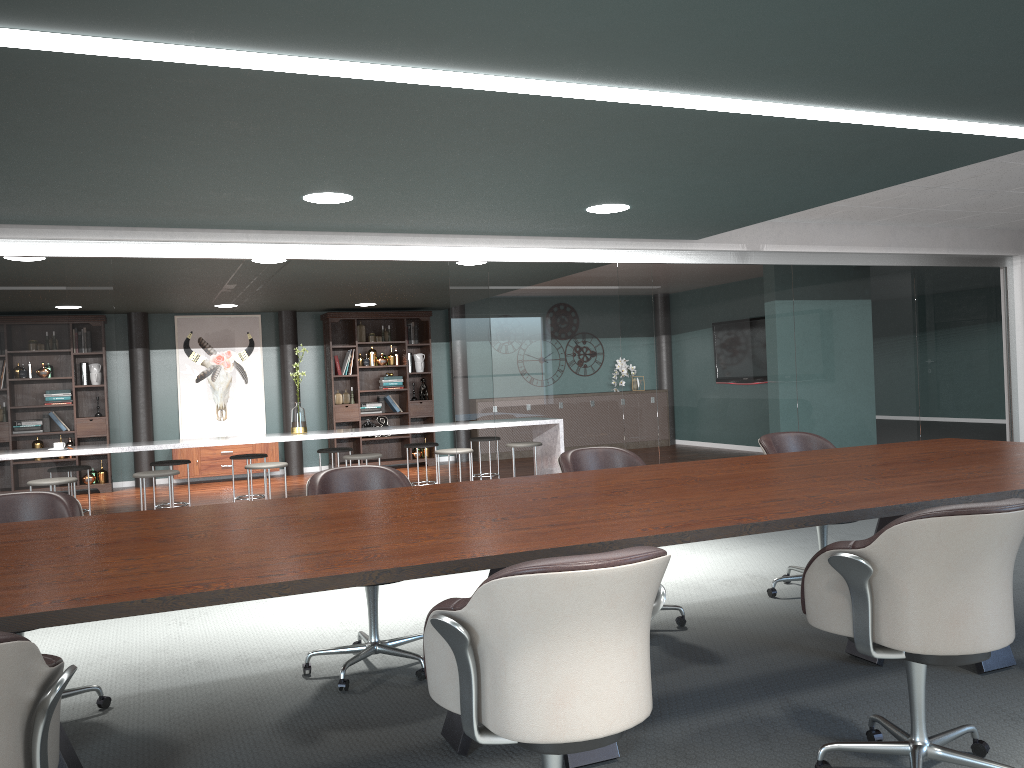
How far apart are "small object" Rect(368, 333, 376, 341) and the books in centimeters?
78cm

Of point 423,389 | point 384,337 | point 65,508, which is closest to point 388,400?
point 423,389

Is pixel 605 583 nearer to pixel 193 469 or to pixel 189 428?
pixel 193 469

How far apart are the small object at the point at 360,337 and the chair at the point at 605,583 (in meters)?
9.47

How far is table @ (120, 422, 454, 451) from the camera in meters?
6.7

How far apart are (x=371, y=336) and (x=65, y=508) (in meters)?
8.16

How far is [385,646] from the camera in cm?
335

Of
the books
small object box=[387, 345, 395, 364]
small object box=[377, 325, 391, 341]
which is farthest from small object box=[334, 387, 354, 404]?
small object box=[377, 325, 391, 341]

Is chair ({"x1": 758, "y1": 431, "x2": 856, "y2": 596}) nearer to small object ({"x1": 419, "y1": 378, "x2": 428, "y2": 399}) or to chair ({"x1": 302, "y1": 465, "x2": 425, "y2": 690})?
chair ({"x1": 302, "y1": 465, "x2": 425, "y2": 690})

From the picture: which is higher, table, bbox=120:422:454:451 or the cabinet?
table, bbox=120:422:454:451
